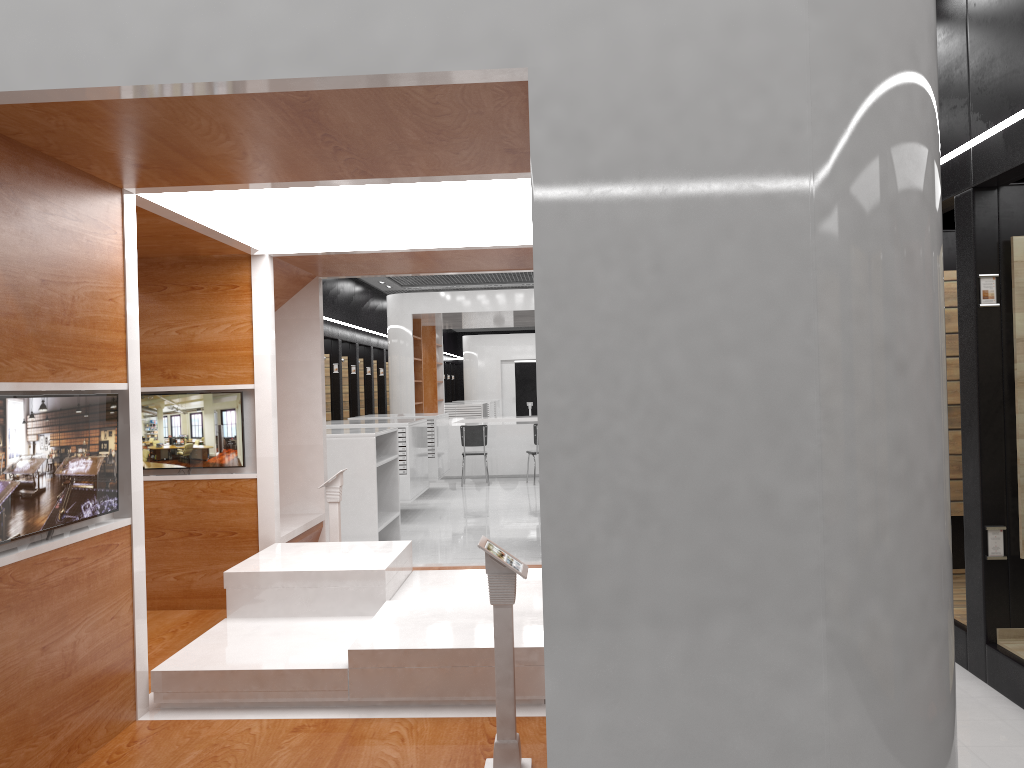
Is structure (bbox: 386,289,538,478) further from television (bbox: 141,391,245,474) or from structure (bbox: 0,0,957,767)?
television (bbox: 141,391,245,474)

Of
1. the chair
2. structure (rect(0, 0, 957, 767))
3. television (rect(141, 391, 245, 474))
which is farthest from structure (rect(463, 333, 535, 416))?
television (rect(141, 391, 245, 474))

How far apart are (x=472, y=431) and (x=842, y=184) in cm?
1228

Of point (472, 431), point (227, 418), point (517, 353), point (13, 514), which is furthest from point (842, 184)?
point (517, 353)

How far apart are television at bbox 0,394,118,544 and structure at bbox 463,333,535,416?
25.37m

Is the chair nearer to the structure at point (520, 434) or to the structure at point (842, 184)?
the structure at point (520, 434)

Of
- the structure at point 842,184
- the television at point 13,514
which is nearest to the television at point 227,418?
the structure at point 842,184

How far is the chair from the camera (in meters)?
14.50

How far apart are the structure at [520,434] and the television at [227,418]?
10.2 meters

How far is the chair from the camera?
14.5 meters
